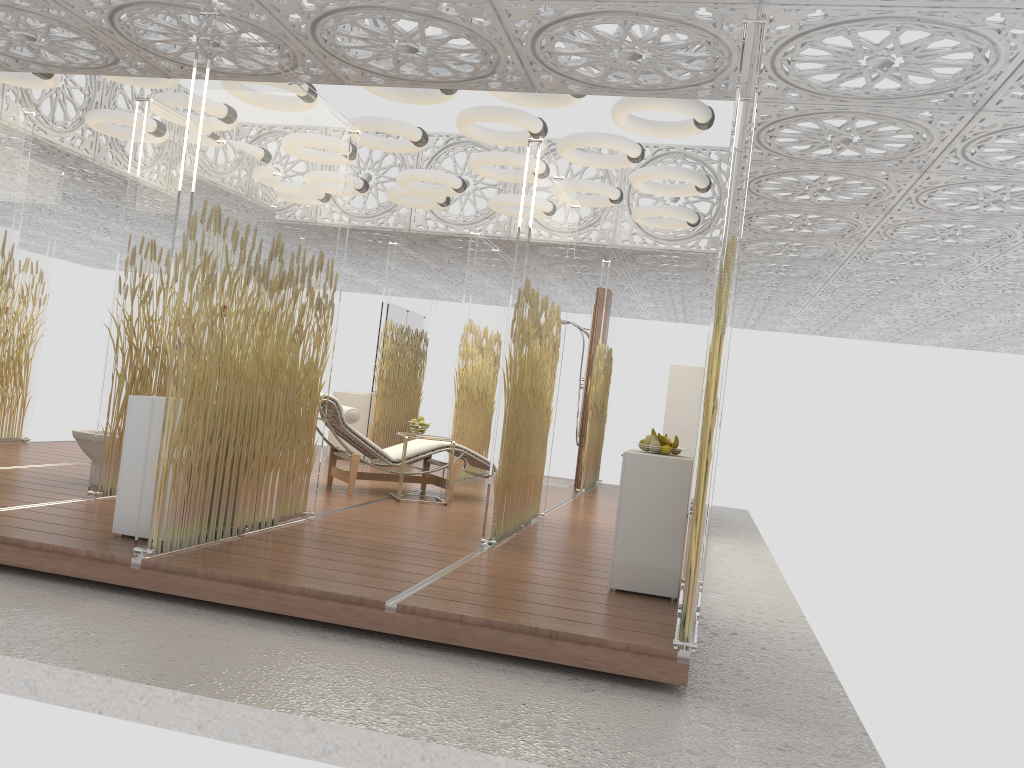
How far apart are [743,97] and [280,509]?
3.51m

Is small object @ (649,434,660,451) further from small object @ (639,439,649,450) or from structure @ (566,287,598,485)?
structure @ (566,287,598,485)

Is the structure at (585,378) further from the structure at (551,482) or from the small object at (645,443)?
the small object at (645,443)

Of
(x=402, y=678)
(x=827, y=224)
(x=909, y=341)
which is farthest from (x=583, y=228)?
(x=909, y=341)

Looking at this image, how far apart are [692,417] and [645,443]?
4.04m

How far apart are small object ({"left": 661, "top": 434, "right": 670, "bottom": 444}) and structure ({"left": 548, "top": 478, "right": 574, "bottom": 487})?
6.2 meters

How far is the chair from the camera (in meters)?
7.31

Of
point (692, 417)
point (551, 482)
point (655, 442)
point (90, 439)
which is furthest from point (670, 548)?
point (551, 482)

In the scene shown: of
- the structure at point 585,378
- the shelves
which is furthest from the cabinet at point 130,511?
the structure at point 585,378

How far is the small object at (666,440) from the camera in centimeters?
484cm
